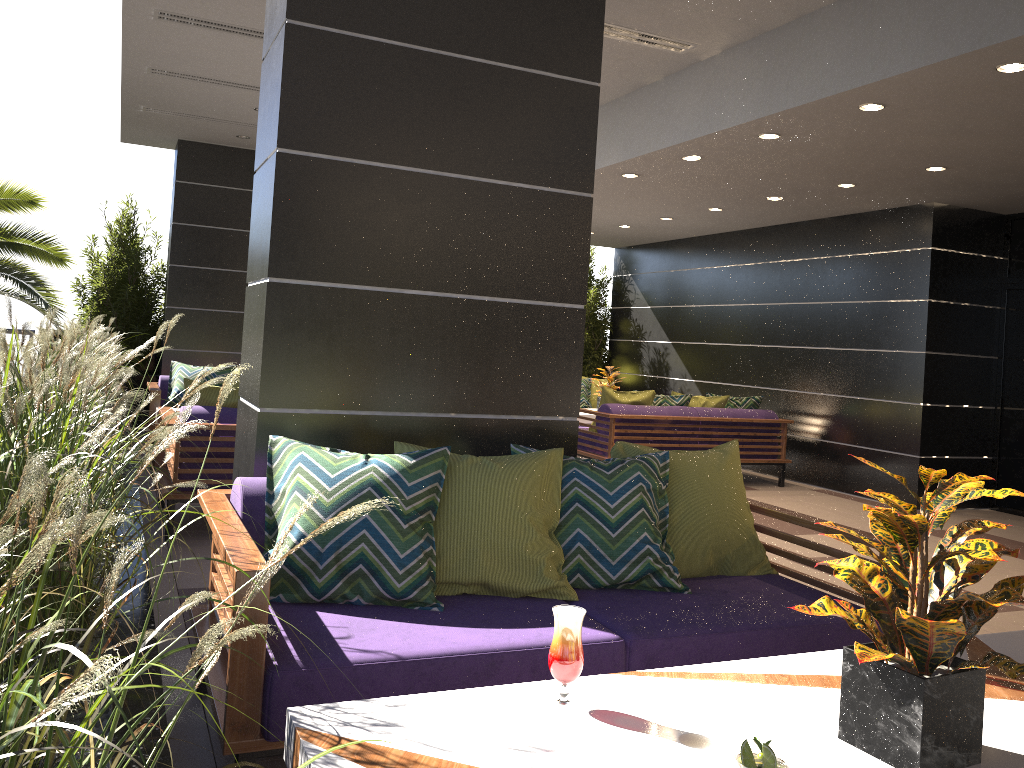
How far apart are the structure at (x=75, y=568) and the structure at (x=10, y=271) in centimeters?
50cm

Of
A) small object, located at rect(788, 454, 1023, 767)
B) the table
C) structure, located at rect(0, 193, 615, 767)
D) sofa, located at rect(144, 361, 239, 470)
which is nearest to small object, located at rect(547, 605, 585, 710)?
the table

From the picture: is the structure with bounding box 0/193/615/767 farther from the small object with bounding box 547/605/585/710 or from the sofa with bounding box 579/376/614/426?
the sofa with bounding box 579/376/614/426

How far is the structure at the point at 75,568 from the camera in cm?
71

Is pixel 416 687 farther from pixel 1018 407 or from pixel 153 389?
pixel 1018 407

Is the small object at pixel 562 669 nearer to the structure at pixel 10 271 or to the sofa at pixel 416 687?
the sofa at pixel 416 687

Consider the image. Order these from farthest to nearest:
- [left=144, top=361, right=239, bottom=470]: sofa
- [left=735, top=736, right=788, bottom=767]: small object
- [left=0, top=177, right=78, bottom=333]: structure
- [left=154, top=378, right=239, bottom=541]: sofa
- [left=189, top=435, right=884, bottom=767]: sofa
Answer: [left=0, top=177, right=78, bottom=333]: structure < [left=144, top=361, right=239, bottom=470]: sofa < [left=154, top=378, right=239, bottom=541]: sofa < [left=189, top=435, right=884, bottom=767]: sofa < [left=735, top=736, right=788, bottom=767]: small object

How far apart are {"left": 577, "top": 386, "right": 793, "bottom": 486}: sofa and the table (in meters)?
5.64

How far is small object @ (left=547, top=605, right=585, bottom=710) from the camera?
1.7 meters

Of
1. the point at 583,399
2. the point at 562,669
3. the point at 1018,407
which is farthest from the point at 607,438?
the point at 562,669
